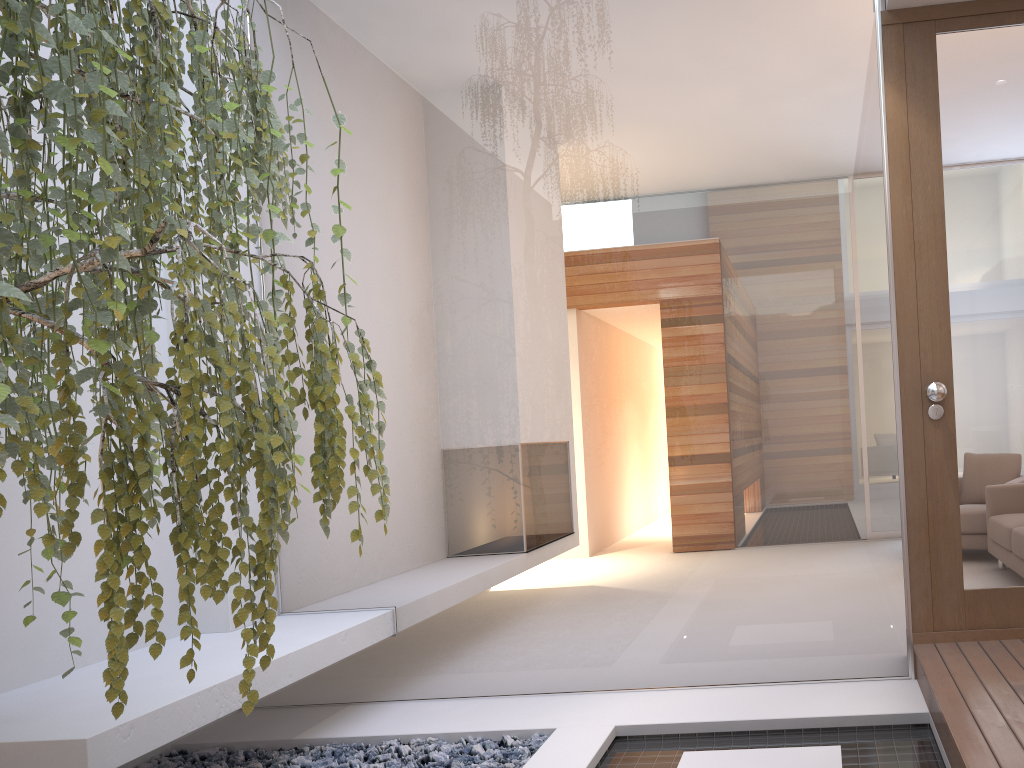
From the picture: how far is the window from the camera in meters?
3.1

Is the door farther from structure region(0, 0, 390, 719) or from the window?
structure region(0, 0, 390, 719)

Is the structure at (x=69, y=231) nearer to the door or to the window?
the window

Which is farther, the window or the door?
the window

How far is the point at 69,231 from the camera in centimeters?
138cm

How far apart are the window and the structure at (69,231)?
1.2m

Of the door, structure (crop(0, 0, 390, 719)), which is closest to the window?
the door

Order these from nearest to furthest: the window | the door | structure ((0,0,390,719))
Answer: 1. structure ((0,0,390,719))
2. the door
3. the window

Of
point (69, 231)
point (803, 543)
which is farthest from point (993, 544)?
point (69, 231)

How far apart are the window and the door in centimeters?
9cm
